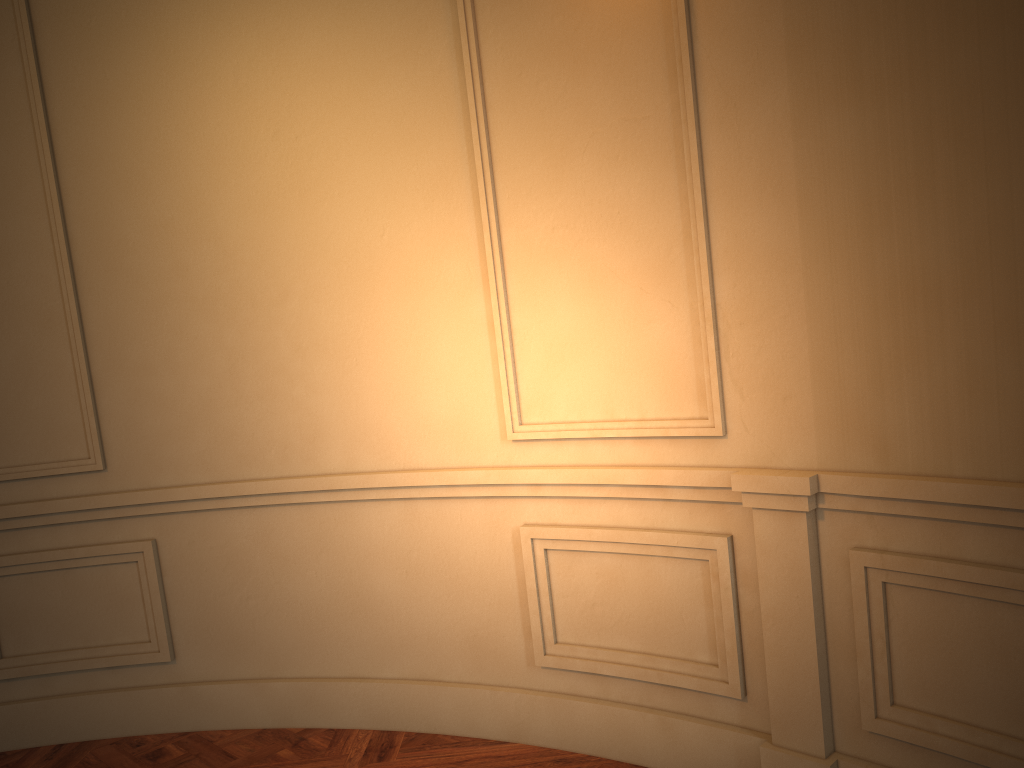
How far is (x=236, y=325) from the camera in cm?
299
